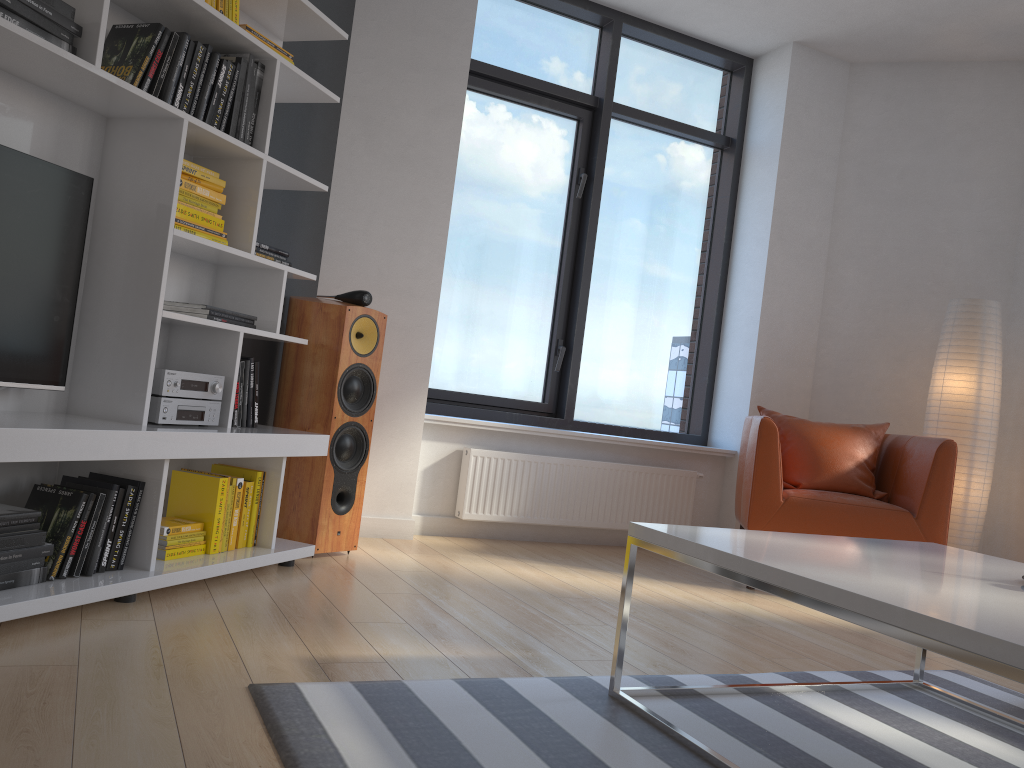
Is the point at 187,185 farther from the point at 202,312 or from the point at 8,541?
the point at 8,541

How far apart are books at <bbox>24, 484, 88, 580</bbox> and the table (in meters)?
1.48

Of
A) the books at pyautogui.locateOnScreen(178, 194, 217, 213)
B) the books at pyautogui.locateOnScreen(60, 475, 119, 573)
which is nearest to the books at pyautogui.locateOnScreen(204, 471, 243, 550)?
the books at pyautogui.locateOnScreen(60, 475, 119, 573)

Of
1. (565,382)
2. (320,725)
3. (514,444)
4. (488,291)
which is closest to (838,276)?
(565,382)

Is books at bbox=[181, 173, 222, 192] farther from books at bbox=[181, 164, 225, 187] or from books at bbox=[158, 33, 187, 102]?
books at bbox=[158, 33, 187, 102]

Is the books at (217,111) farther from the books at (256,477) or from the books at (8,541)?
Answer: the books at (8,541)

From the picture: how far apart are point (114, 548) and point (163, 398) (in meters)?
0.47

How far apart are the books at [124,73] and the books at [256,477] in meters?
1.3 m

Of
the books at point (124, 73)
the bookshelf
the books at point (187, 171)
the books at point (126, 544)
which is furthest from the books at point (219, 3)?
the books at point (126, 544)

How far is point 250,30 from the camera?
3.0m
